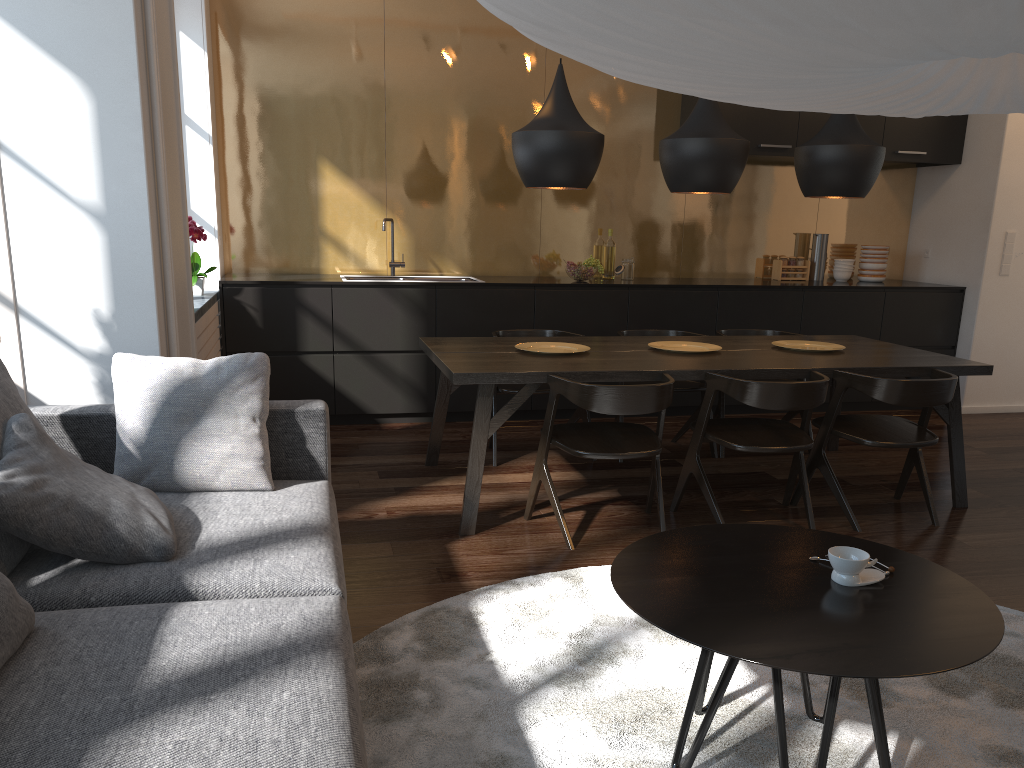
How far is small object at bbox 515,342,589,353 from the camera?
4.19m

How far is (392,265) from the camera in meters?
6.0

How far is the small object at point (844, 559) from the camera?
2.0m

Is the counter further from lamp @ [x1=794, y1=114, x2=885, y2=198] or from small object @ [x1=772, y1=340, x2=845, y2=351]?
lamp @ [x1=794, y1=114, x2=885, y2=198]

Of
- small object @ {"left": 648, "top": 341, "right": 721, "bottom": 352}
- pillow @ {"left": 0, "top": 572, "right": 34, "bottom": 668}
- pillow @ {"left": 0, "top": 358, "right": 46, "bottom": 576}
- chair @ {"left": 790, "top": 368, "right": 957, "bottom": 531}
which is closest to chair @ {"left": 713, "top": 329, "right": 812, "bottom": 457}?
small object @ {"left": 648, "top": 341, "right": 721, "bottom": 352}

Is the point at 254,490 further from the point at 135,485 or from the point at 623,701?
the point at 623,701

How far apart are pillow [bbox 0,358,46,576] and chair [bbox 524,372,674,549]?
1.85m

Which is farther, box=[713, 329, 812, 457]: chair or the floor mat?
box=[713, 329, 812, 457]: chair

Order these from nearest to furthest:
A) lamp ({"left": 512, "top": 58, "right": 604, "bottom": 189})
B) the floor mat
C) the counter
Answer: the floor mat → lamp ({"left": 512, "top": 58, "right": 604, "bottom": 189}) → the counter

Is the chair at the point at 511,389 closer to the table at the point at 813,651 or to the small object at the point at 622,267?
the small object at the point at 622,267
